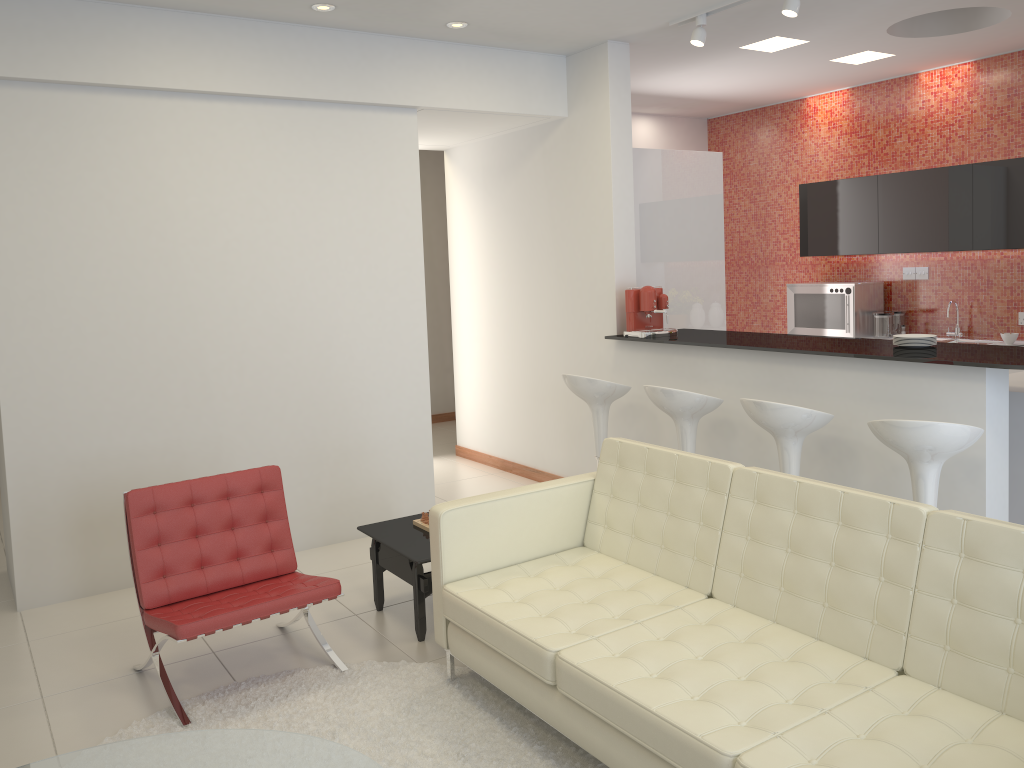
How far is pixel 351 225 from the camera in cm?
554

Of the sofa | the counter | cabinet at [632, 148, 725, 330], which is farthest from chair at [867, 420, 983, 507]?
cabinet at [632, 148, 725, 330]

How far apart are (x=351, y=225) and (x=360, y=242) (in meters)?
0.12

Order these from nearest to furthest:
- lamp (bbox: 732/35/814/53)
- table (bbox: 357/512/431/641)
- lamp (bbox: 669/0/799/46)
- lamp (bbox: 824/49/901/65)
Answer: table (bbox: 357/512/431/641) < lamp (bbox: 669/0/799/46) < lamp (bbox: 732/35/814/53) < lamp (bbox: 824/49/901/65)

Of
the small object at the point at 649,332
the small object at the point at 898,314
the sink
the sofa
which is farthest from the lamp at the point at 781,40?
the sofa

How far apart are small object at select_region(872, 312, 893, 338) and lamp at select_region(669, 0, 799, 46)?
3.22m

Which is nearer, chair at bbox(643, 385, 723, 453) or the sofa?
the sofa

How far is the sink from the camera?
7.13m

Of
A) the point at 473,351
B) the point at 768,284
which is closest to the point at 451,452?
the point at 473,351

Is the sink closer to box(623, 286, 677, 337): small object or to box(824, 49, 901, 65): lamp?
box(824, 49, 901, 65): lamp
